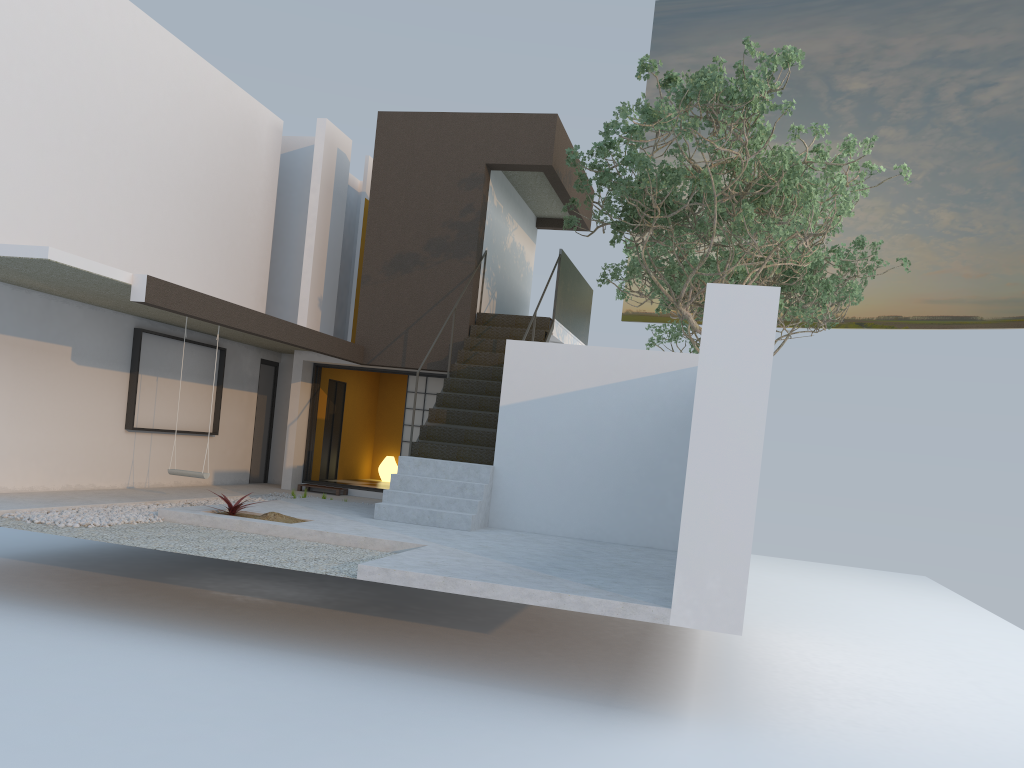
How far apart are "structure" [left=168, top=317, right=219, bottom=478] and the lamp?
6.6m

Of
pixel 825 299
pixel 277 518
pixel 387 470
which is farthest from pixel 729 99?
pixel 387 470

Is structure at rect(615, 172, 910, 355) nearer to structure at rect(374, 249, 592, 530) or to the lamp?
structure at rect(374, 249, 592, 530)

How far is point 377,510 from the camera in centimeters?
999cm

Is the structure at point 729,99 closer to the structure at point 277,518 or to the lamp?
the structure at point 277,518

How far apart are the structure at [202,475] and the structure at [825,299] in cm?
1024

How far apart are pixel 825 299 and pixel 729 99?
7.7 meters

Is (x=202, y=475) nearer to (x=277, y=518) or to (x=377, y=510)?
(x=277, y=518)

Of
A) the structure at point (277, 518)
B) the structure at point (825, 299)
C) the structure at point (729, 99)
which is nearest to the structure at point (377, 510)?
the structure at point (729, 99)

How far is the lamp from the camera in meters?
16.3 m
